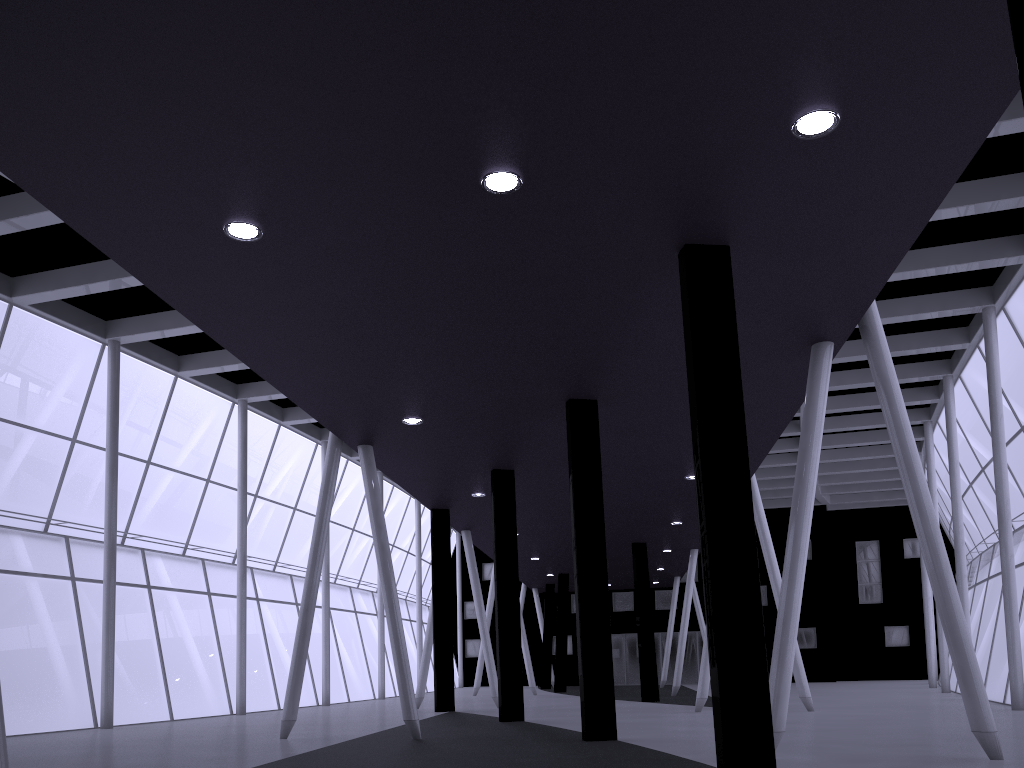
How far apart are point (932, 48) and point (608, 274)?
6.1m

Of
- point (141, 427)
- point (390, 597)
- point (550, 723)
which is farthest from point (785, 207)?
point (141, 427)
